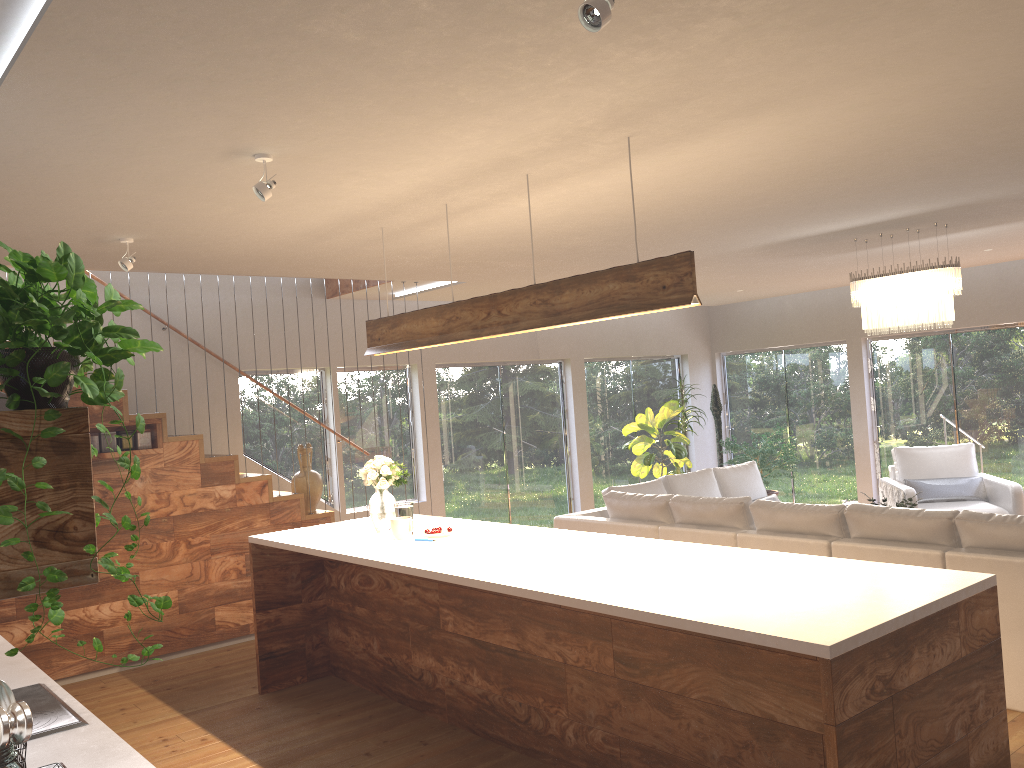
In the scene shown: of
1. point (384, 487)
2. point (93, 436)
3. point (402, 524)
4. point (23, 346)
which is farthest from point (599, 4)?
point (93, 436)

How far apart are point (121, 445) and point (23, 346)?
5.5m

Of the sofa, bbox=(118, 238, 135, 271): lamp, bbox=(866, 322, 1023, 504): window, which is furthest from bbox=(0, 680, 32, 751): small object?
bbox=(866, 322, 1023, 504): window

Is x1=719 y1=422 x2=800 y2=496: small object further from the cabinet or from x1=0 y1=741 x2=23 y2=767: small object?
x1=0 y1=741 x2=23 y2=767: small object

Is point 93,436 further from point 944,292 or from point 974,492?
point 974,492

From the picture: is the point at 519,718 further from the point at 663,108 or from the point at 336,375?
the point at 336,375

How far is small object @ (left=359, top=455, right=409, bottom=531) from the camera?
5.20m

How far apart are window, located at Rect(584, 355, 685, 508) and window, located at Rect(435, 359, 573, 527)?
0.4 meters

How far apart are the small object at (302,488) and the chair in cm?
516

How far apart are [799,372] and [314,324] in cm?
643
